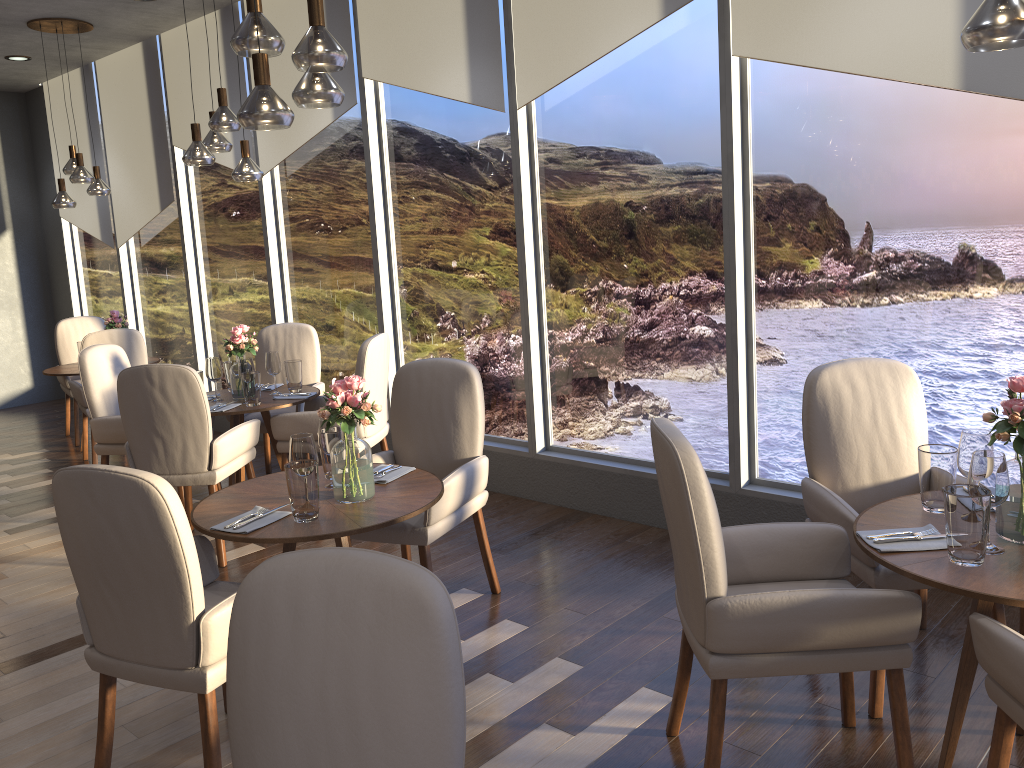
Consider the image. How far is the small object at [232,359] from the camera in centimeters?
509cm

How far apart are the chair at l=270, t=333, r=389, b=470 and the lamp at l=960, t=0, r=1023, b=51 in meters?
3.2

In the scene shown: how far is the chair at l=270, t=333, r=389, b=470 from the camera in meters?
4.7 m

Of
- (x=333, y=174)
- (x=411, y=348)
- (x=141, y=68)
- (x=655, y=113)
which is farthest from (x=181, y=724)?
(x=141, y=68)

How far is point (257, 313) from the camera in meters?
6.8 m

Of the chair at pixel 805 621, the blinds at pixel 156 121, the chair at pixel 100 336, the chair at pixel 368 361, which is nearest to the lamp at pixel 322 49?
the chair at pixel 805 621

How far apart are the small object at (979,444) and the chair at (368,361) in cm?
300

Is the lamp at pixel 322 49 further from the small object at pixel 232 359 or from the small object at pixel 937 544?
the small object at pixel 232 359

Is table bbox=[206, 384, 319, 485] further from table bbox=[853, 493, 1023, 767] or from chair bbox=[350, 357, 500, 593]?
table bbox=[853, 493, 1023, 767]

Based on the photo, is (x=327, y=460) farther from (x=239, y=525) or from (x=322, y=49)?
(x=322, y=49)
